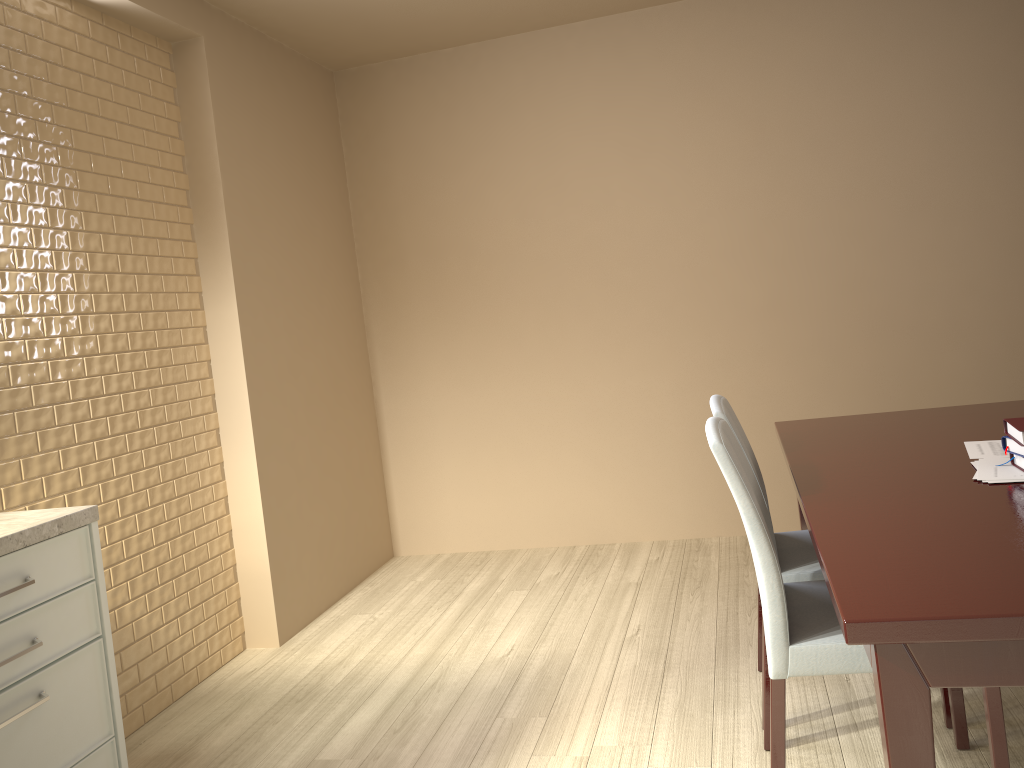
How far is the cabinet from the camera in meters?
1.7 m

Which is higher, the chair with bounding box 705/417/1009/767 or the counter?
the counter

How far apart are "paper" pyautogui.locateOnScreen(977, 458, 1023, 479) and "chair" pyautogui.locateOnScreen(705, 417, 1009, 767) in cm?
41

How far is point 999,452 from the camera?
2.0m

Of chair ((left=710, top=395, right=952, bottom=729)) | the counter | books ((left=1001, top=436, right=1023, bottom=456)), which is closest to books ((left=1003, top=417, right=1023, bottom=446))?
books ((left=1001, top=436, right=1023, bottom=456))

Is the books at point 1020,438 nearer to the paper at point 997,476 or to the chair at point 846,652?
the paper at point 997,476

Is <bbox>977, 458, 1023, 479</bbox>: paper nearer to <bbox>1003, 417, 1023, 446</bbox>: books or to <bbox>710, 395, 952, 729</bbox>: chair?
<bbox>1003, 417, 1023, 446</bbox>: books

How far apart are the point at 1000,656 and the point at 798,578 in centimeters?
111cm

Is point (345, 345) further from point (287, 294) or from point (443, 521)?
point (443, 521)

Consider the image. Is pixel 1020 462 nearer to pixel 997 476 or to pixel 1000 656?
pixel 997 476
